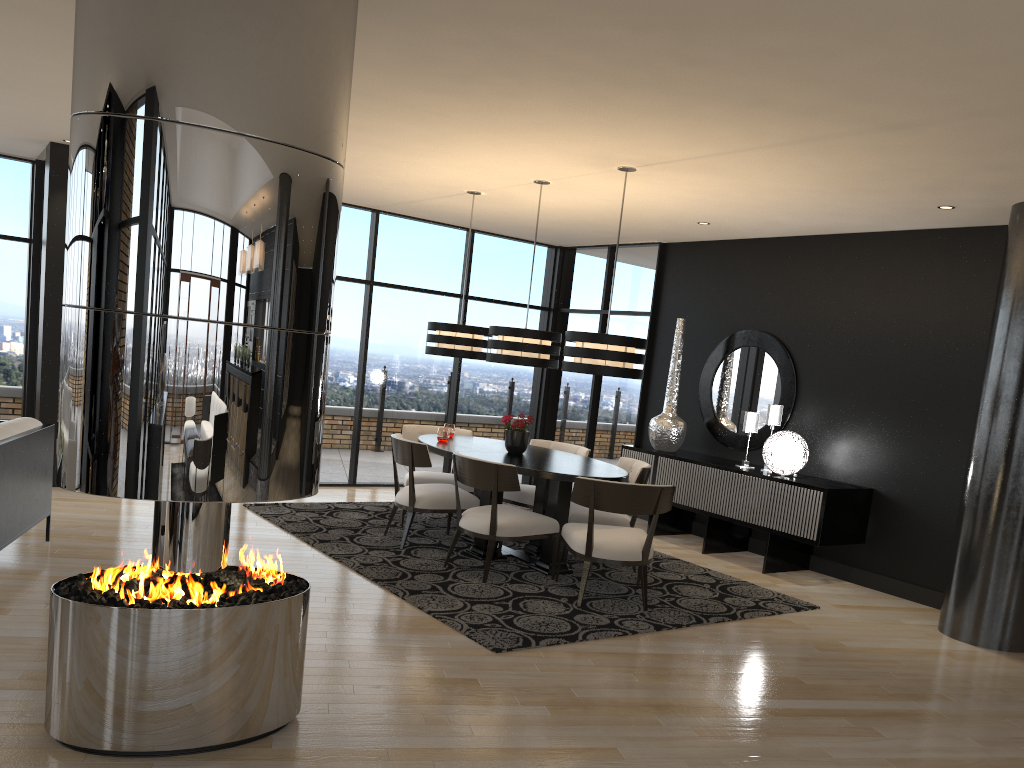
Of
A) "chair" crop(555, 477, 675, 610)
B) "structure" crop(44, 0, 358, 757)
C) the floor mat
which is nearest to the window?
the floor mat

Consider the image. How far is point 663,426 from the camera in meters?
8.0 m

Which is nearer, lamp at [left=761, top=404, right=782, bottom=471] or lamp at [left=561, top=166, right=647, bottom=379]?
lamp at [left=561, top=166, right=647, bottom=379]

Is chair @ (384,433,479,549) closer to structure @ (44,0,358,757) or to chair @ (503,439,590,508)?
chair @ (503,439,590,508)

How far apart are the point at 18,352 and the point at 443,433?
4.3 meters

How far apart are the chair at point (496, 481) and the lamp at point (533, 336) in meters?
0.9

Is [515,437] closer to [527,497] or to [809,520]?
[527,497]

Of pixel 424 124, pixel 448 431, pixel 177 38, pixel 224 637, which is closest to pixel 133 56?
pixel 177 38

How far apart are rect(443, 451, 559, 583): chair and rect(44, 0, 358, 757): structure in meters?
2.3 m

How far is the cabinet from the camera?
6.5 meters
